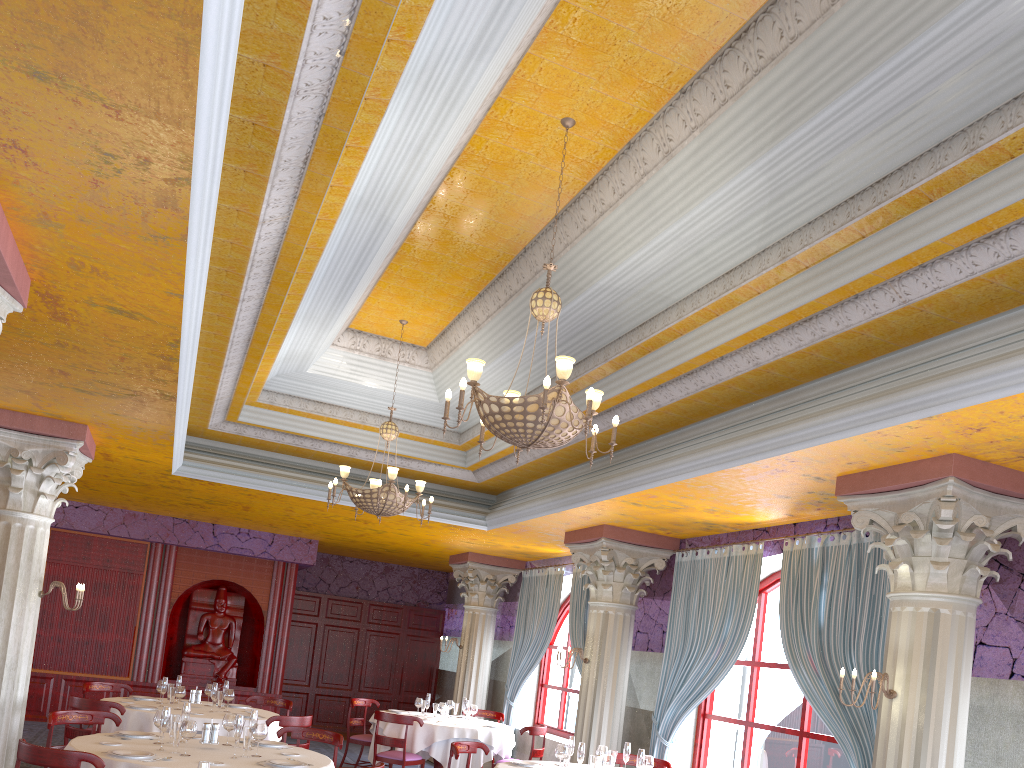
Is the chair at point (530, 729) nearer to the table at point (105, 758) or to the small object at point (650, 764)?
the small object at point (650, 764)

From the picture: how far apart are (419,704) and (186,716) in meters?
5.5 m

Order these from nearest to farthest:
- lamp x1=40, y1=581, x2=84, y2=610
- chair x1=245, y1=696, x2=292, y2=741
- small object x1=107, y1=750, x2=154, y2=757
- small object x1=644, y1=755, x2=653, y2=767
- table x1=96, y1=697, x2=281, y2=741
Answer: small object x1=107, y1=750, x2=154, y2=757 < small object x1=644, y1=755, x2=653, y2=767 < lamp x1=40, y1=581, x2=84, y2=610 < table x1=96, y1=697, x2=281, y2=741 < chair x1=245, y1=696, x2=292, y2=741

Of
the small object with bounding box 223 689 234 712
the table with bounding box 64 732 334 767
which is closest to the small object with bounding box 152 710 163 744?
the table with bounding box 64 732 334 767

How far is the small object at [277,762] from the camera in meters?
6.1 m

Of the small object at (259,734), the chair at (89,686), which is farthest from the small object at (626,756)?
the chair at (89,686)

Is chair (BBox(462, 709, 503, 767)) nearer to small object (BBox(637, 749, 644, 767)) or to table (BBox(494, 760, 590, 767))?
table (BBox(494, 760, 590, 767))

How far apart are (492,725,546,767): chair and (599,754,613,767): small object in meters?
4.1

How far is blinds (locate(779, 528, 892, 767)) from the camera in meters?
7.0 m

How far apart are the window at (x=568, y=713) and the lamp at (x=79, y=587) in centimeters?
728cm
